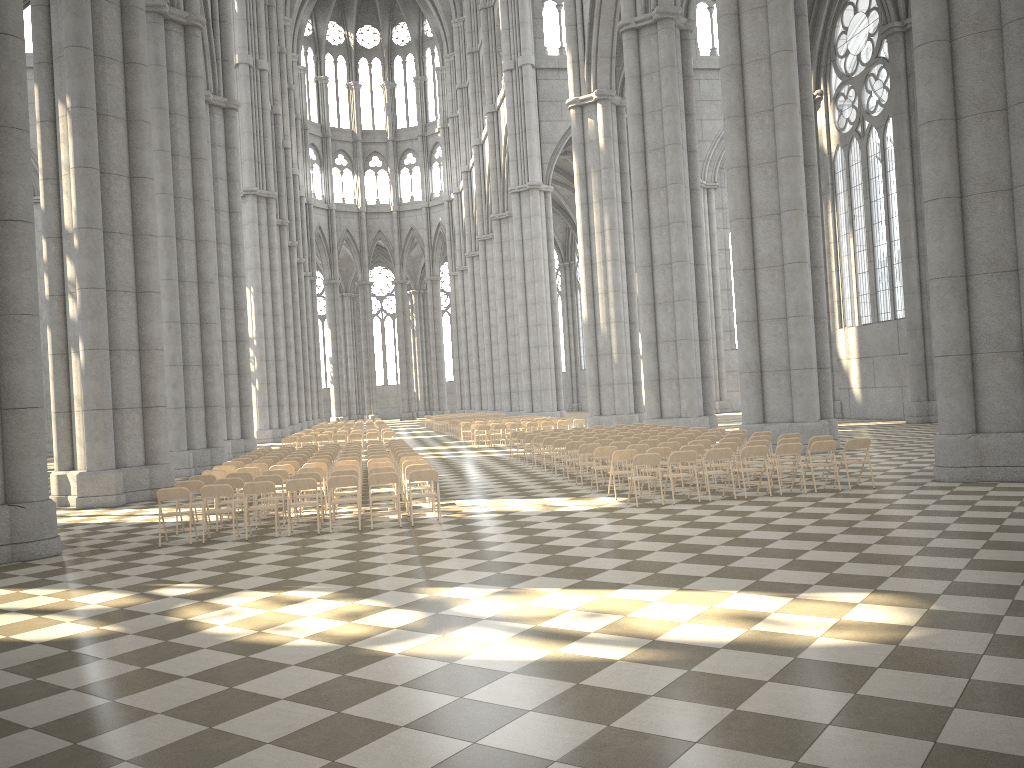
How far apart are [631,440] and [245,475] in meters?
7.8 m

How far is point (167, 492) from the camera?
12.36m

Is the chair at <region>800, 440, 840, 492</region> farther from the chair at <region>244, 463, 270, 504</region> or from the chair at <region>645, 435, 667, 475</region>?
the chair at <region>244, 463, 270, 504</region>

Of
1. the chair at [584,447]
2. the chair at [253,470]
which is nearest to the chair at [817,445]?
the chair at [584,447]

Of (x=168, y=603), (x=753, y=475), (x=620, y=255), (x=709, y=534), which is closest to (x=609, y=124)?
(x=620, y=255)

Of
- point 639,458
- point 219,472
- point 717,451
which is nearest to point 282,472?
point 219,472

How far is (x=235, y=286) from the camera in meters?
34.9 m

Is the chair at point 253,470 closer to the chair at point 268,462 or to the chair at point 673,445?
the chair at point 268,462

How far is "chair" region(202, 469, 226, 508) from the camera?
15.80m

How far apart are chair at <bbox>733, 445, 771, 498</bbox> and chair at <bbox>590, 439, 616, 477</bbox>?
4.7m
